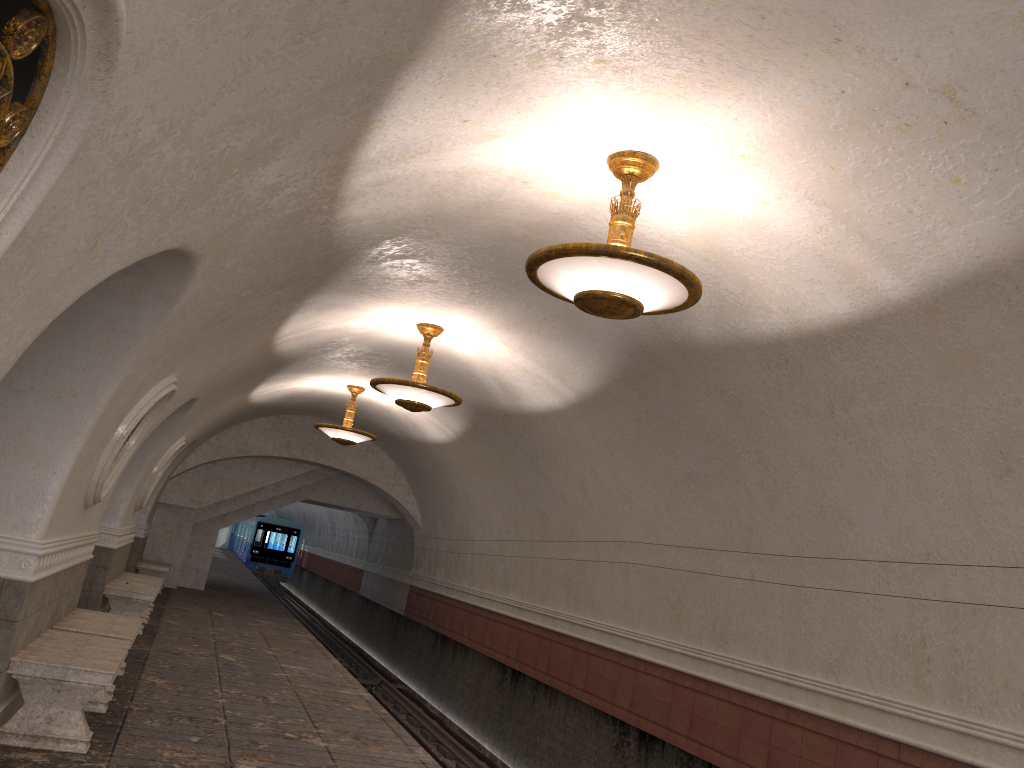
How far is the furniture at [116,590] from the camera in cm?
1105

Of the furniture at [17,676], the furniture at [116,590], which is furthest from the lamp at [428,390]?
the furniture at [116,590]

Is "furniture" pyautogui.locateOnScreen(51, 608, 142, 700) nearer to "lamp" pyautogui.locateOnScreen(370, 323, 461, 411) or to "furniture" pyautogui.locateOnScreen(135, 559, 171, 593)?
"lamp" pyautogui.locateOnScreen(370, 323, 461, 411)

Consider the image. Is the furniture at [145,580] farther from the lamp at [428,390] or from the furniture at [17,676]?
the furniture at [17,676]

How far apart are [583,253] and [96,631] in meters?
5.3 m

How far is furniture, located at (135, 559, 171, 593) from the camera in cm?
1692

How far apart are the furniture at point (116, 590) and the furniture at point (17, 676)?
4.62m

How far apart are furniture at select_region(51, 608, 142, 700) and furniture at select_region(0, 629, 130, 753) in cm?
34

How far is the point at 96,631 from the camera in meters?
7.2

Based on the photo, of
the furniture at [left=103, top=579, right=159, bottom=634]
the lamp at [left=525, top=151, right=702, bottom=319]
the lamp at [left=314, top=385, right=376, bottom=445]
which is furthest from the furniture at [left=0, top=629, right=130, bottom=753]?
the lamp at [left=314, top=385, right=376, bottom=445]
